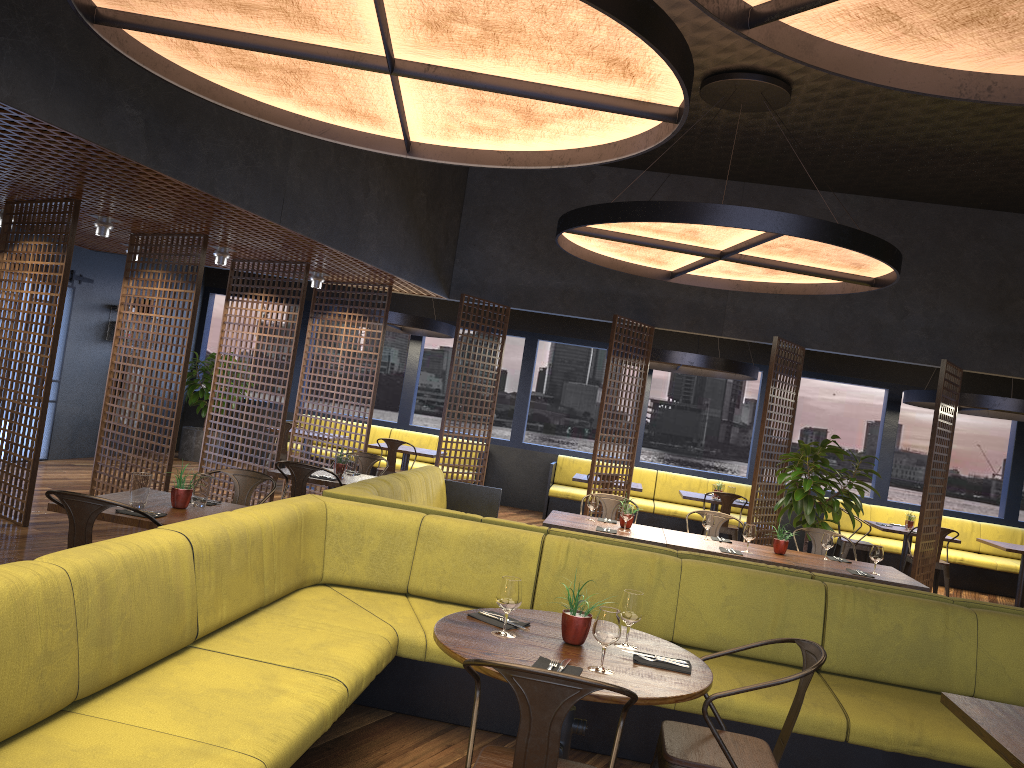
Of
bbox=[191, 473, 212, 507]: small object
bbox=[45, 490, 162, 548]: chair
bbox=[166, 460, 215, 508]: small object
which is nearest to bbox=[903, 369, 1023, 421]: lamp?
bbox=[191, 473, 212, 507]: small object

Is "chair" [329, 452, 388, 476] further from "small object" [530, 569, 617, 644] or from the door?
"small object" [530, 569, 617, 644]

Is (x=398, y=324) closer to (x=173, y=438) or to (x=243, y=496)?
(x=173, y=438)

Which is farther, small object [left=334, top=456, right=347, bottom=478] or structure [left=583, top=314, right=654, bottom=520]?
structure [left=583, top=314, right=654, bottom=520]

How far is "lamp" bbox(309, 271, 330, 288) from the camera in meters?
10.0

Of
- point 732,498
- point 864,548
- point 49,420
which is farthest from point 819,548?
point 49,420

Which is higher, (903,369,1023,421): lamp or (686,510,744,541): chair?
(903,369,1023,421): lamp

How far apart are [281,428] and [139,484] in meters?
4.6

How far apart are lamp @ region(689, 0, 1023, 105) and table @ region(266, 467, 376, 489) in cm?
488

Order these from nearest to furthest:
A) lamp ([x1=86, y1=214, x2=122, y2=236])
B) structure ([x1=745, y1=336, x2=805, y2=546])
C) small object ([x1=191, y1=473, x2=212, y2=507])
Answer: small object ([x1=191, y1=473, x2=212, y2=507]) < lamp ([x1=86, y1=214, x2=122, y2=236]) < structure ([x1=745, y1=336, x2=805, y2=546])
